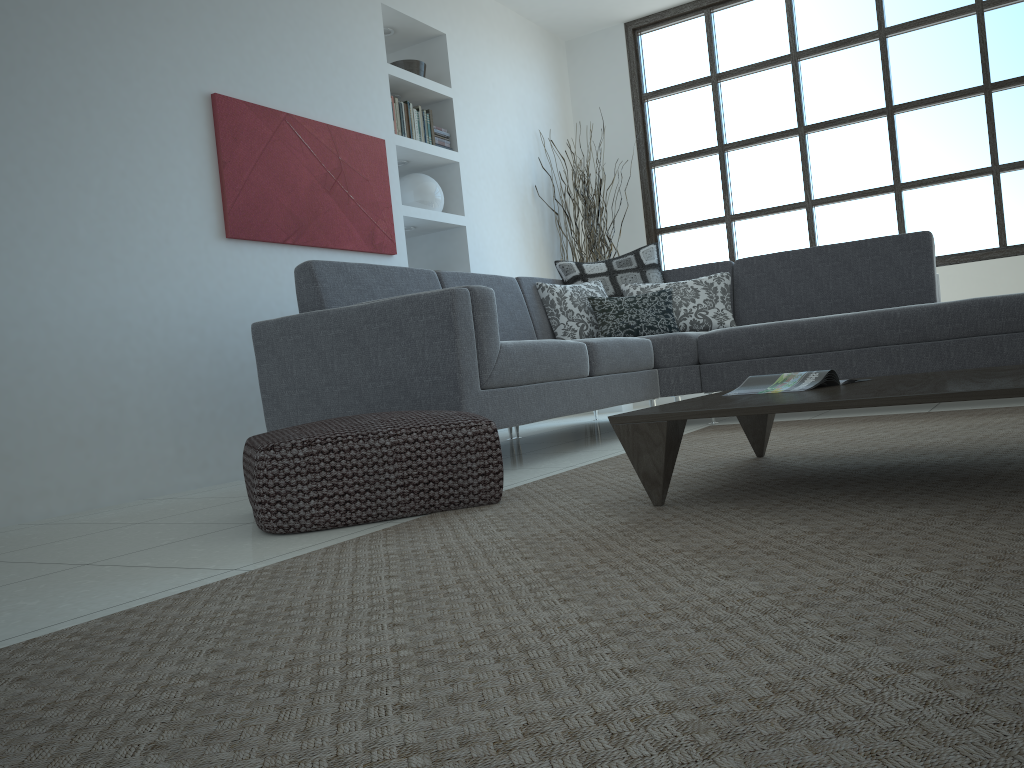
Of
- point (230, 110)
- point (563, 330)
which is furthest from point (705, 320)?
point (230, 110)

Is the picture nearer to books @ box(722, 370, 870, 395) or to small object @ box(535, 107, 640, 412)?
small object @ box(535, 107, 640, 412)

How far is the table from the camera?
1.71m

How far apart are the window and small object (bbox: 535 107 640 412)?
0.4 meters

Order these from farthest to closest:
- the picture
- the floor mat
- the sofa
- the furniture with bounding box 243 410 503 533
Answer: the picture, the sofa, the furniture with bounding box 243 410 503 533, the floor mat

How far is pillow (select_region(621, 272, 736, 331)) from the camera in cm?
484

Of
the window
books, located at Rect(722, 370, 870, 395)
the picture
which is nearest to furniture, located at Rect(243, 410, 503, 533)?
books, located at Rect(722, 370, 870, 395)

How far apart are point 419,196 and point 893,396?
4.2 meters

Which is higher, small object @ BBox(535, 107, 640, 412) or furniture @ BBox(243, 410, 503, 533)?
small object @ BBox(535, 107, 640, 412)

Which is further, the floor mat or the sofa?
the sofa
